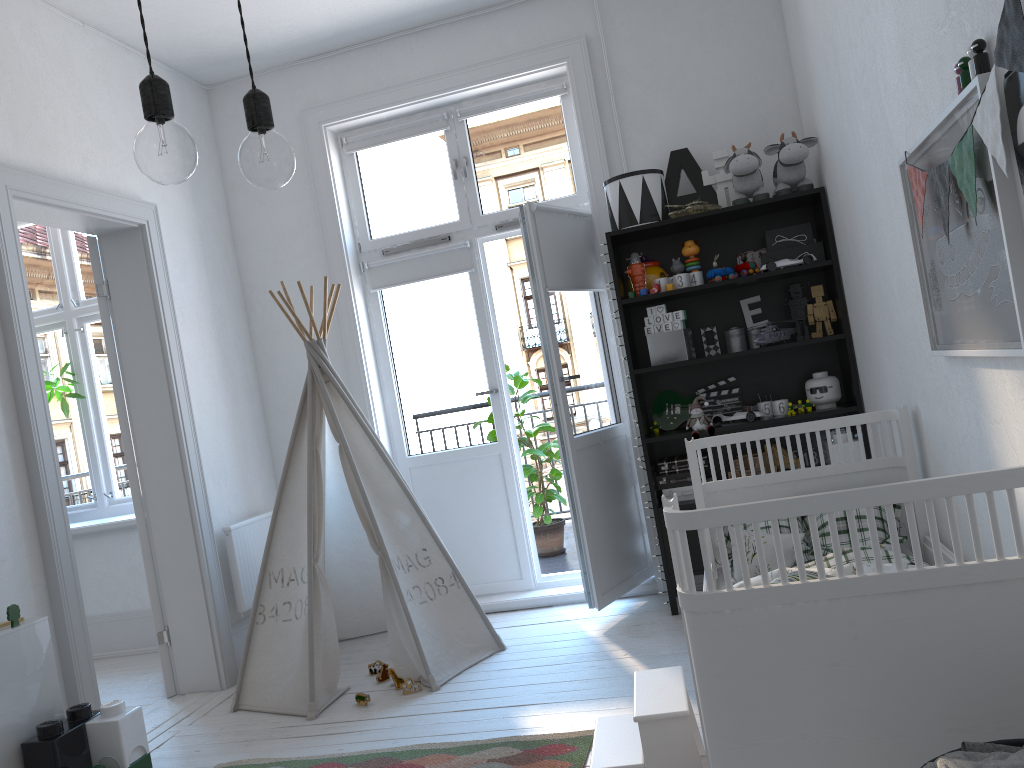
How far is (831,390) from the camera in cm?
373

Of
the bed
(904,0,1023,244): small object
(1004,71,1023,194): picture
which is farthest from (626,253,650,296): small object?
(1004,71,1023,194): picture

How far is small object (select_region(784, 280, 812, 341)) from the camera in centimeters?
384cm

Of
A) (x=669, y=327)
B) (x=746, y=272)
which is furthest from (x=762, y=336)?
(x=669, y=327)

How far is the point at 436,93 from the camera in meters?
4.4 m

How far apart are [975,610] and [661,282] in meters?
2.5 m

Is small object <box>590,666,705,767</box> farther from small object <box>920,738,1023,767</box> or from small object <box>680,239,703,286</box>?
small object <box>680,239,703,286</box>

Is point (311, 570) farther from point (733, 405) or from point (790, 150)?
point (790, 150)

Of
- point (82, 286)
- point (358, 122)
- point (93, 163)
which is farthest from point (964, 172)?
point (82, 286)

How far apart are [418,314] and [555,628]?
1.7 meters
